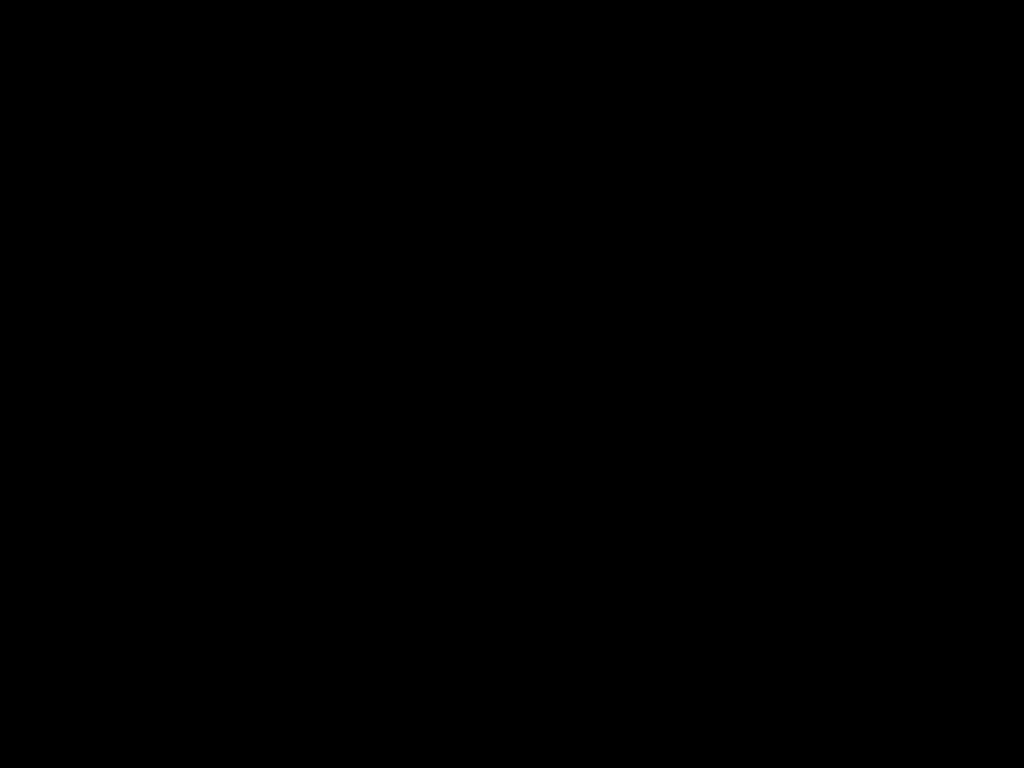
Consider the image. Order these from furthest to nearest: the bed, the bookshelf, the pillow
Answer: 1. the pillow
2. the bookshelf
3. the bed

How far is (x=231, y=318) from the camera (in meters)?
1.92

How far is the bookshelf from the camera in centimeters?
166cm

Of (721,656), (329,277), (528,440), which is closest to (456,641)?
(721,656)

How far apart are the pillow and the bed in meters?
0.0 m

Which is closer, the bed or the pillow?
the bed

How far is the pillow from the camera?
1.9m

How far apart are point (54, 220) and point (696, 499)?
1.2m

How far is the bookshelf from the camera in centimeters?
166cm

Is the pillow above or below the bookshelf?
above
